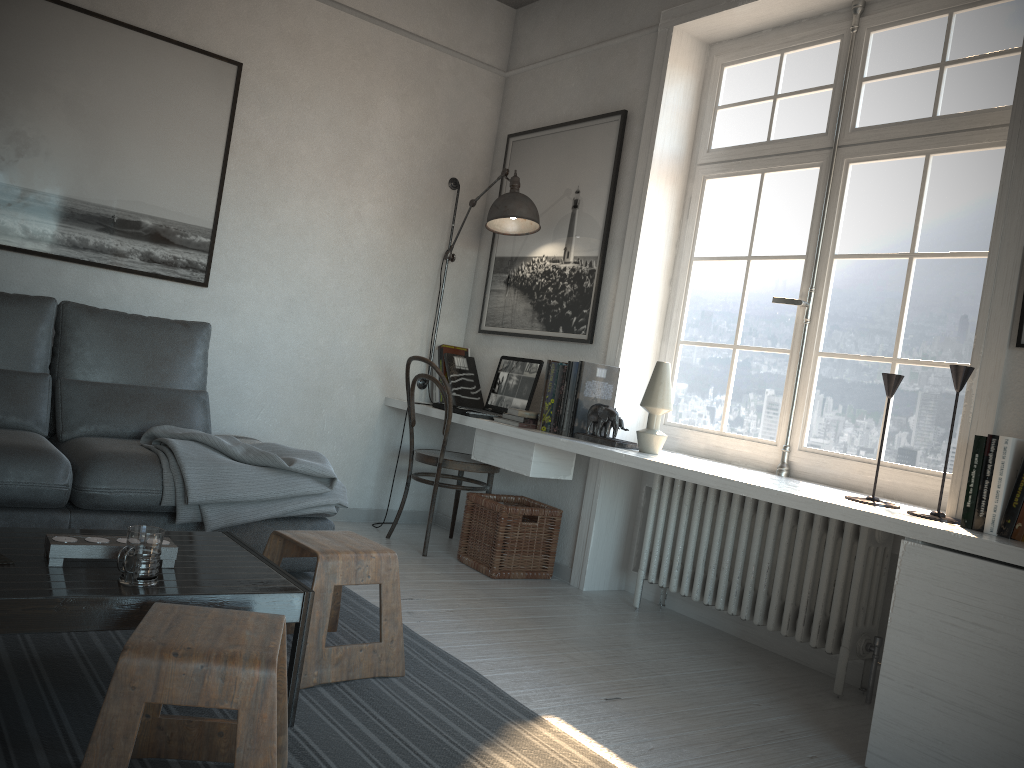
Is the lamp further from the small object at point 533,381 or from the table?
Answer: the table

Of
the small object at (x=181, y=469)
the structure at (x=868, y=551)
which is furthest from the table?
the structure at (x=868, y=551)

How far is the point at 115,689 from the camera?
1.44m

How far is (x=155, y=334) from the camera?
3.6m

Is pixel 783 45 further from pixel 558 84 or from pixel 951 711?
pixel 951 711

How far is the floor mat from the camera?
1.9 meters

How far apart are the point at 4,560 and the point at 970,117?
3.1 meters

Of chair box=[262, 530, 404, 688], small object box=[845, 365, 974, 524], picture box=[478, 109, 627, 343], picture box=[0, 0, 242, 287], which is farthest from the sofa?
small object box=[845, 365, 974, 524]

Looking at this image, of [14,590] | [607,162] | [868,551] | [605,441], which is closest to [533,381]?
[605,441]

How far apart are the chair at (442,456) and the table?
1.7m
